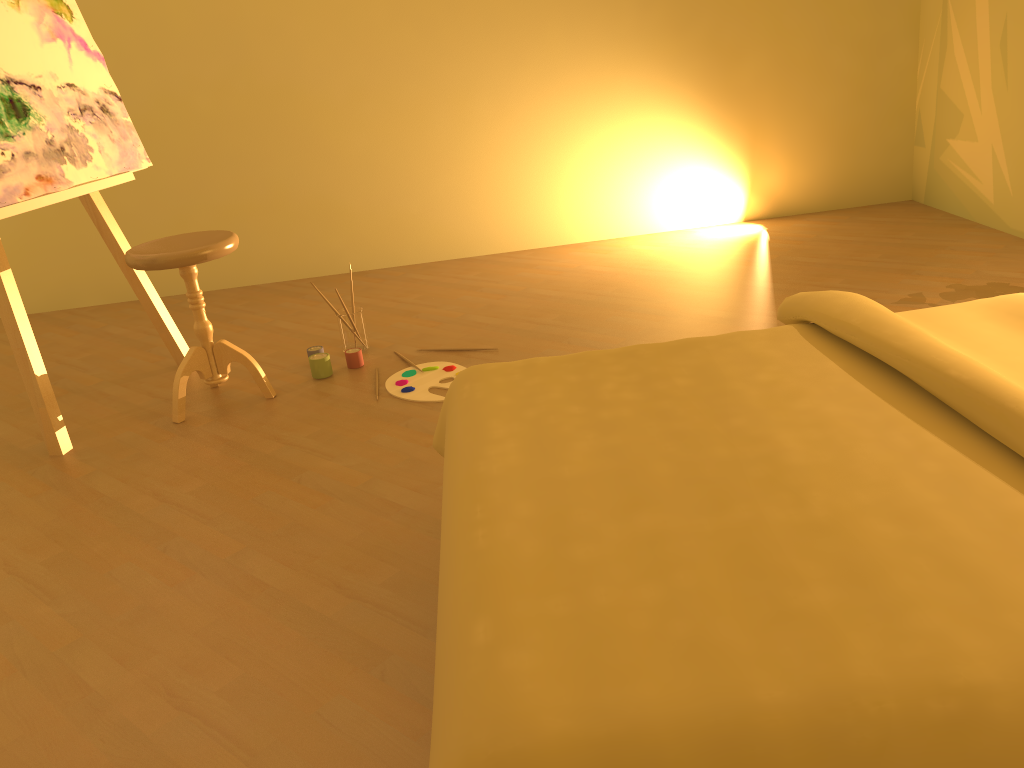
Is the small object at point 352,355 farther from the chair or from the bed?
the bed

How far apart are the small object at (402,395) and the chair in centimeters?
39cm

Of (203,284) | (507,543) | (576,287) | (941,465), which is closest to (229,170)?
(203,284)

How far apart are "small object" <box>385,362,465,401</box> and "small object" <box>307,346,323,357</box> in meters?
0.4 m

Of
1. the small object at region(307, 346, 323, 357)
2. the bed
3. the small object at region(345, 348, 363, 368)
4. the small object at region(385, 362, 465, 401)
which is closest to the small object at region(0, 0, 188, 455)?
the small object at region(307, 346, 323, 357)

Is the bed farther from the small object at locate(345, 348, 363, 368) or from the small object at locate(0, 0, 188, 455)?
the small object at locate(0, 0, 188, 455)

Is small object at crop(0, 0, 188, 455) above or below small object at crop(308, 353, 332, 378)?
above

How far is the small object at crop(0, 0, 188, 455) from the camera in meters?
2.7 m

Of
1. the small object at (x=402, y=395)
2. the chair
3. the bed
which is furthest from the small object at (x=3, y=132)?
the bed

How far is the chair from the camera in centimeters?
267cm
